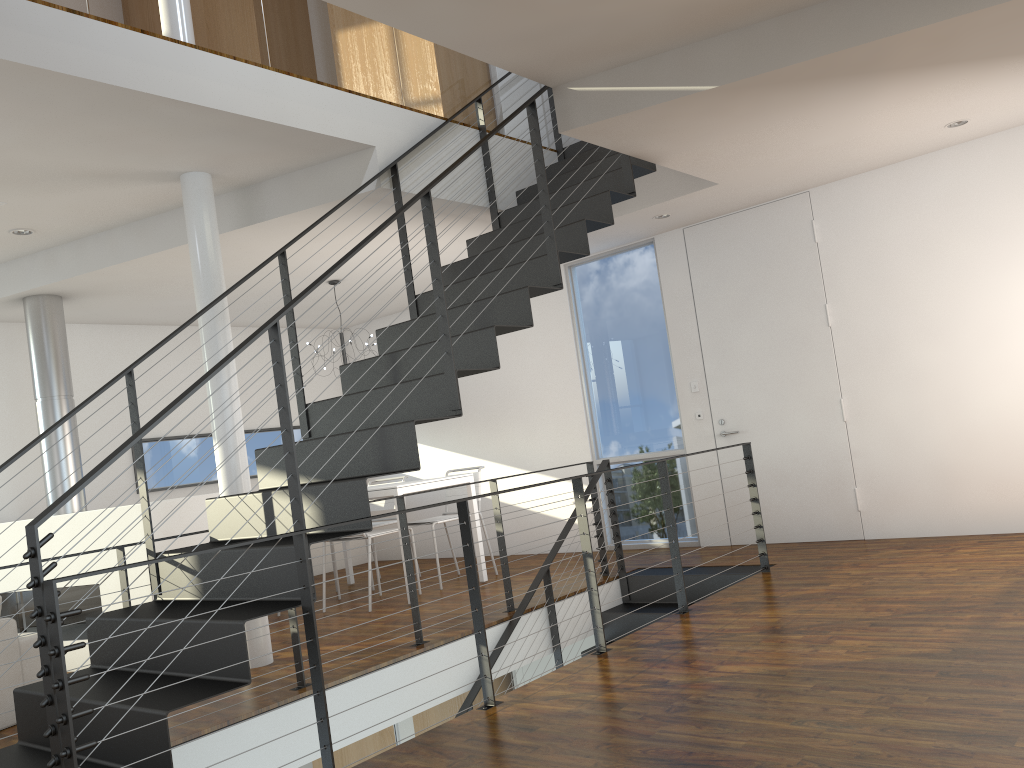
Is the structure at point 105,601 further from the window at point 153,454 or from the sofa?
the window at point 153,454

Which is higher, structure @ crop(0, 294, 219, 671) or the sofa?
structure @ crop(0, 294, 219, 671)

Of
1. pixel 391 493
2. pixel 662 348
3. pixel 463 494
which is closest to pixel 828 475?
pixel 662 348

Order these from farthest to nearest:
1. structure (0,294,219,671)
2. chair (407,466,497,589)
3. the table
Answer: chair (407,466,497,589) → the table → structure (0,294,219,671)

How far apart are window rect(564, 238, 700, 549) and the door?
0.3 meters

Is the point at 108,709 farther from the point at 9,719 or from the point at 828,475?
the point at 828,475

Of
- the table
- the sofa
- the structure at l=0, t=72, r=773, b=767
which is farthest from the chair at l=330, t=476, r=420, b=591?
the sofa

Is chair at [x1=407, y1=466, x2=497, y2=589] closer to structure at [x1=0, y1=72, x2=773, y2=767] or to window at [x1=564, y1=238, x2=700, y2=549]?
window at [x1=564, y1=238, x2=700, y2=549]

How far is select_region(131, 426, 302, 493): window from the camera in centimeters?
684cm

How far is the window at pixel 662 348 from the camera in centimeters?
634cm
